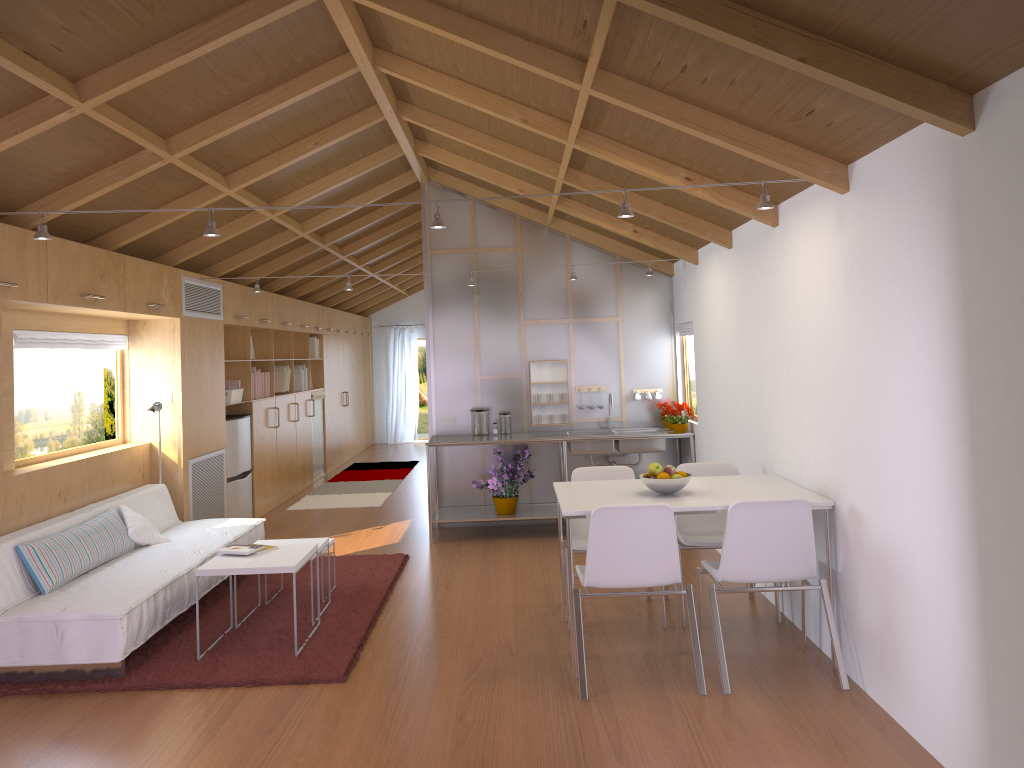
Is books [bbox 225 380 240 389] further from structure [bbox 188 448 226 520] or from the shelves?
the shelves

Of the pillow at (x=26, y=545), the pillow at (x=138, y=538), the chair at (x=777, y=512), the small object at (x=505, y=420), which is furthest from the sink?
the pillow at (x=26, y=545)

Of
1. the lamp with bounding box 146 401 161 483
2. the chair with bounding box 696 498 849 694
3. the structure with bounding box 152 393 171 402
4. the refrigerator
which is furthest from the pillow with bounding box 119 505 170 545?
the chair with bounding box 696 498 849 694

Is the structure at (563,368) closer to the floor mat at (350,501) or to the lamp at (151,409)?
the floor mat at (350,501)

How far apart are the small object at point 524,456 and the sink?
0.4m

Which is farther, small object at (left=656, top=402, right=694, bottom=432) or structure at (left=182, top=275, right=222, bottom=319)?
small object at (left=656, top=402, right=694, bottom=432)

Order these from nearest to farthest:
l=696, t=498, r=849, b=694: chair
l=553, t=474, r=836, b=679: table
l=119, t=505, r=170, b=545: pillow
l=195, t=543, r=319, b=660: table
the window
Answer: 1. l=696, t=498, r=849, b=694: chair
2. l=553, t=474, r=836, b=679: table
3. l=195, t=543, r=319, b=660: table
4. the window
5. l=119, t=505, r=170, b=545: pillow

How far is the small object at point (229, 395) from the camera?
7.7 meters

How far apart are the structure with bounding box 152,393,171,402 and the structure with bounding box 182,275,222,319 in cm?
65

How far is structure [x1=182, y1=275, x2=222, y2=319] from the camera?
6.6 meters
